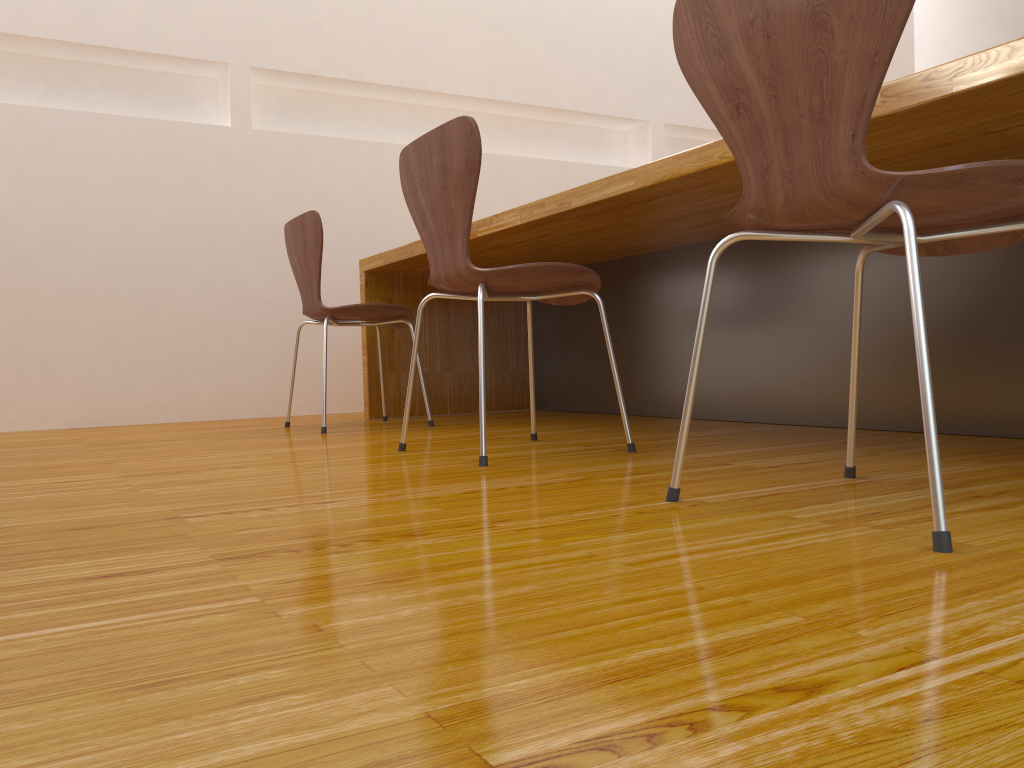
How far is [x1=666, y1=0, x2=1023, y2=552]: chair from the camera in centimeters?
94cm

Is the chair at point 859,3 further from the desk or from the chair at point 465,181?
the chair at point 465,181

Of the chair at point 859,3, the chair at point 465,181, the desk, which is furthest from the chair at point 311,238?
the chair at point 859,3

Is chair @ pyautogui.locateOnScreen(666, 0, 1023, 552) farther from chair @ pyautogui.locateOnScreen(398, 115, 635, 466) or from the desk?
chair @ pyautogui.locateOnScreen(398, 115, 635, 466)

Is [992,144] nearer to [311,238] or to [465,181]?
[465,181]

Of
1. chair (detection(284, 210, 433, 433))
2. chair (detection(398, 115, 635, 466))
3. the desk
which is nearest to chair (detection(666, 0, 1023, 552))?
the desk

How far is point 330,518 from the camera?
1.2 meters

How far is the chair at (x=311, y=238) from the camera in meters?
2.8

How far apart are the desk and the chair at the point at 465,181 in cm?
20

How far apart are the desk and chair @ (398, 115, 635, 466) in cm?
20
